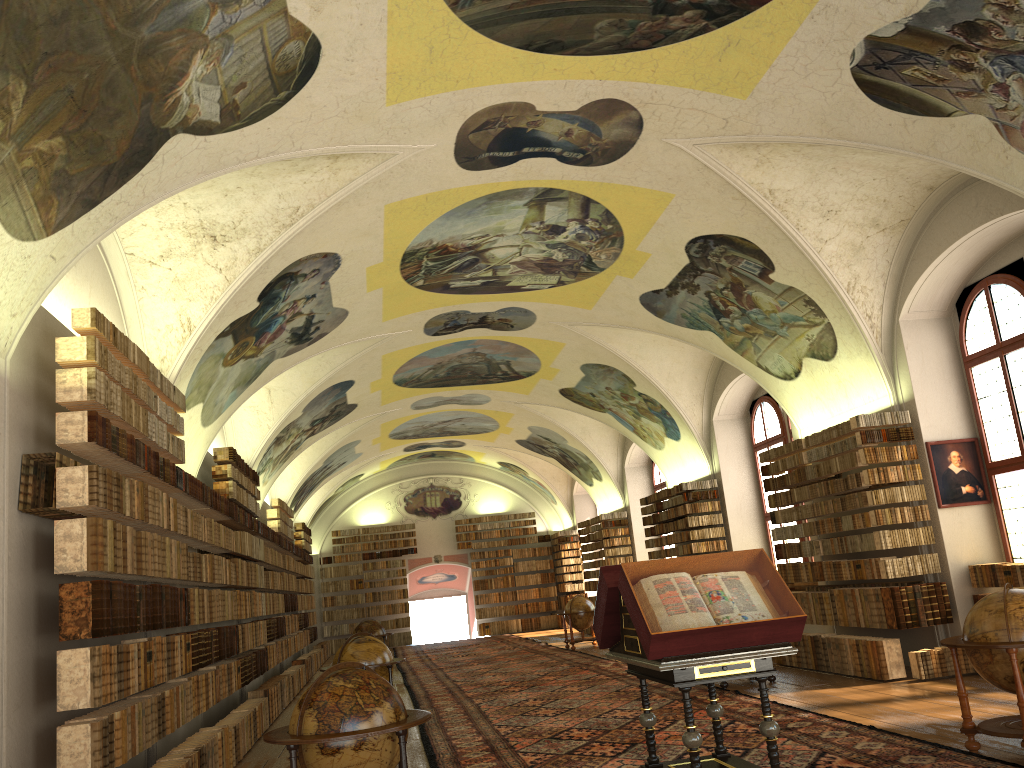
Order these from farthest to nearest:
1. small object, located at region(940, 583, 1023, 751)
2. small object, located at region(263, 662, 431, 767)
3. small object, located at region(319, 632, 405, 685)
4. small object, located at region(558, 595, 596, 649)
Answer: small object, located at region(558, 595, 596, 649) < small object, located at region(319, 632, 405, 685) < small object, located at region(940, 583, 1023, 751) < small object, located at region(263, 662, 431, 767)

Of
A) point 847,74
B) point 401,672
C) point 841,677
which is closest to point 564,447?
point 401,672

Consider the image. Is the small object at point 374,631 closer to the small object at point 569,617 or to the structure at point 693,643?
the small object at point 569,617

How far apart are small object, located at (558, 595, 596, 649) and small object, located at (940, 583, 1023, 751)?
16.62m

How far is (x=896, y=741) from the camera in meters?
8.5

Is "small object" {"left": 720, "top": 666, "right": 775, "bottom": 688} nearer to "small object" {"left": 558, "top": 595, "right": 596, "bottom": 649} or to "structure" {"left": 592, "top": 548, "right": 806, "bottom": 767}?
"structure" {"left": 592, "top": 548, "right": 806, "bottom": 767}

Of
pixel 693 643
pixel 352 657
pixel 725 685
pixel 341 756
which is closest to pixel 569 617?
pixel 725 685

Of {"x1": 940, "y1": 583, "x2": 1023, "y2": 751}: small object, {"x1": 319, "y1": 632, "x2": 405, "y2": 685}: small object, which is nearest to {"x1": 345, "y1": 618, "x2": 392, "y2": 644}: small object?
{"x1": 319, "y1": 632, "x2": 405, "y2": 685}: small object

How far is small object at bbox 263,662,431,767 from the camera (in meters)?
6.36

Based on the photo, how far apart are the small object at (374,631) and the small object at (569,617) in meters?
4.9 m
